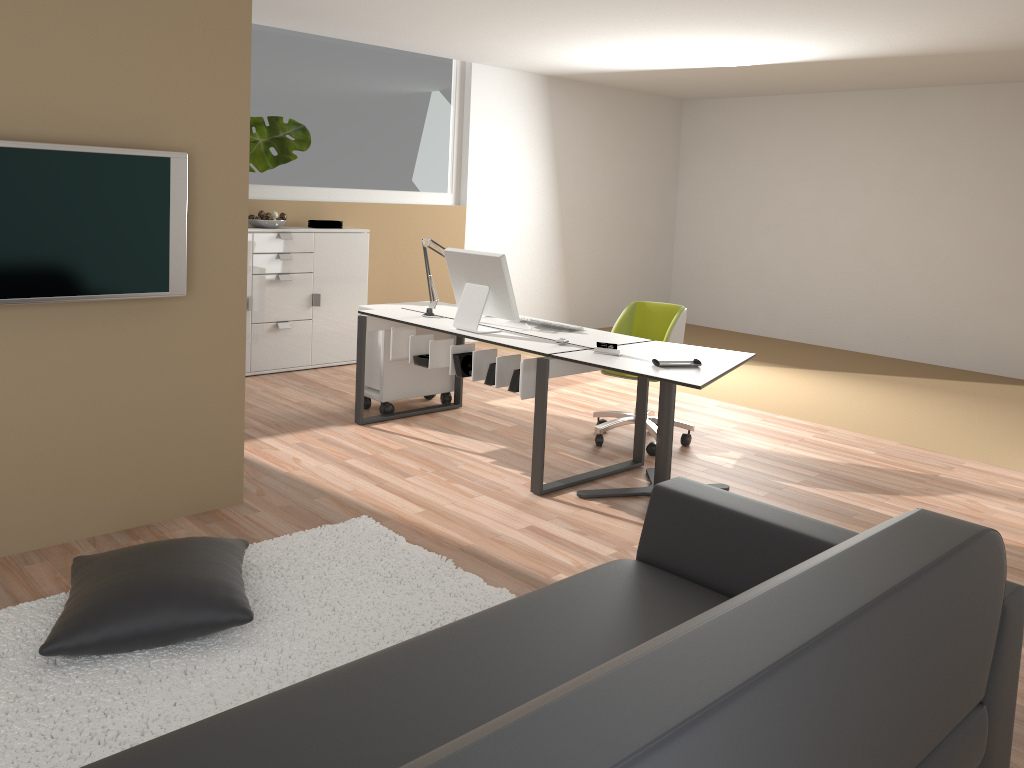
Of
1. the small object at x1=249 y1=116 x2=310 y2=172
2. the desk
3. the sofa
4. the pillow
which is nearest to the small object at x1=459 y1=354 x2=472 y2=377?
the desk

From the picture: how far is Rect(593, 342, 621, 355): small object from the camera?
4.2 meters

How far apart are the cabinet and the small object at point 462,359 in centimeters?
243cm

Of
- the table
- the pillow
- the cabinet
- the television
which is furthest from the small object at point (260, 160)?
the pillow

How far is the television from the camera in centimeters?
307cm

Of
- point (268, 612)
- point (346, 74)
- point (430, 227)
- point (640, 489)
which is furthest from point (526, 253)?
point (268, 612)

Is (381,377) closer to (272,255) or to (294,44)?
(272,255)

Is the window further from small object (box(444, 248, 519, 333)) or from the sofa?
the sofa

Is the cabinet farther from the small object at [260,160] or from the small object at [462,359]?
the small object at [462,359]

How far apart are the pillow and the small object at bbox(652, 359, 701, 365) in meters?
1.9 m
